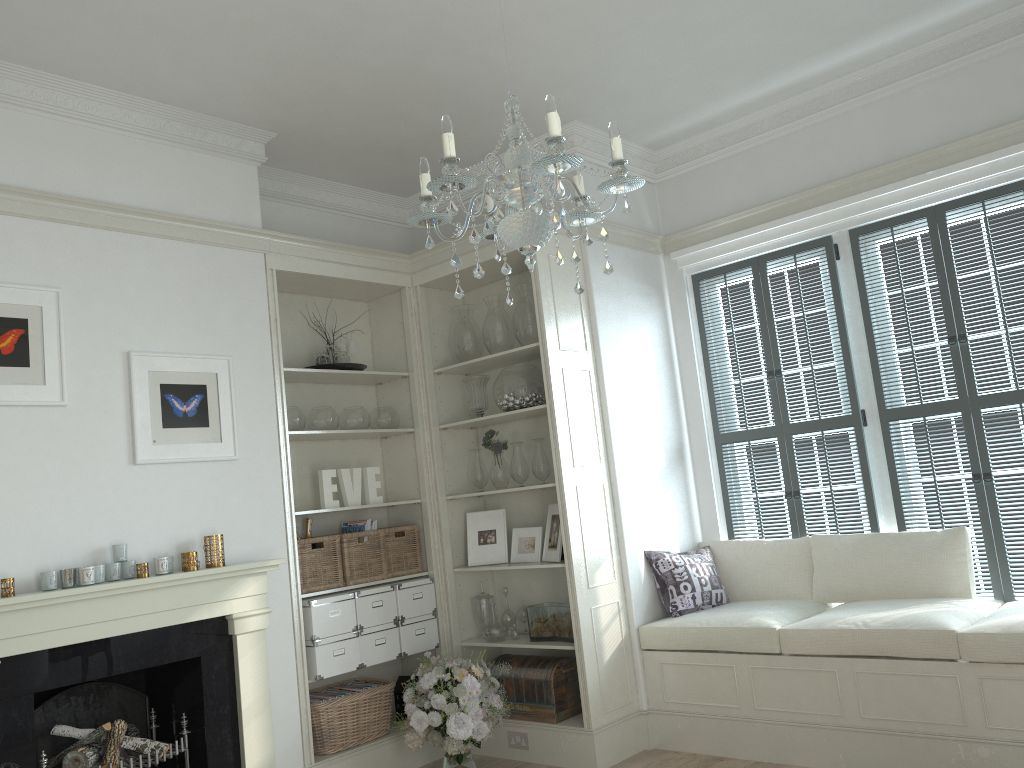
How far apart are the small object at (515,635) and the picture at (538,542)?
0.4 meters

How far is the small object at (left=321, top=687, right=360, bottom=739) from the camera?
4.6m

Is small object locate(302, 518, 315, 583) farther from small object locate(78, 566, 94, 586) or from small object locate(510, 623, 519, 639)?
small object locate(78, 566, 94, 586)

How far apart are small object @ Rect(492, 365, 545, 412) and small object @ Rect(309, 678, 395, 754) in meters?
1.6

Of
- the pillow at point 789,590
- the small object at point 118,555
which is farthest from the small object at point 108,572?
the pillow at point 789,590

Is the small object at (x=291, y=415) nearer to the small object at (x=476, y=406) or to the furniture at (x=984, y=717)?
the small object at (x=476, y=406)

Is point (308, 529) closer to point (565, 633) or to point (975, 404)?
point (565, 633)

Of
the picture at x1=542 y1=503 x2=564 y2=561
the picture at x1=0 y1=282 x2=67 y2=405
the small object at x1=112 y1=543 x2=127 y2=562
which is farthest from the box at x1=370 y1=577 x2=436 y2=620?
the picture at x1=0 y1=282 x2=67 y2=405

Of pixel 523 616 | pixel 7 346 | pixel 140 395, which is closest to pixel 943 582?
pixel 523 616

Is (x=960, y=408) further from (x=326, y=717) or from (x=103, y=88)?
(x=103, y=88)
